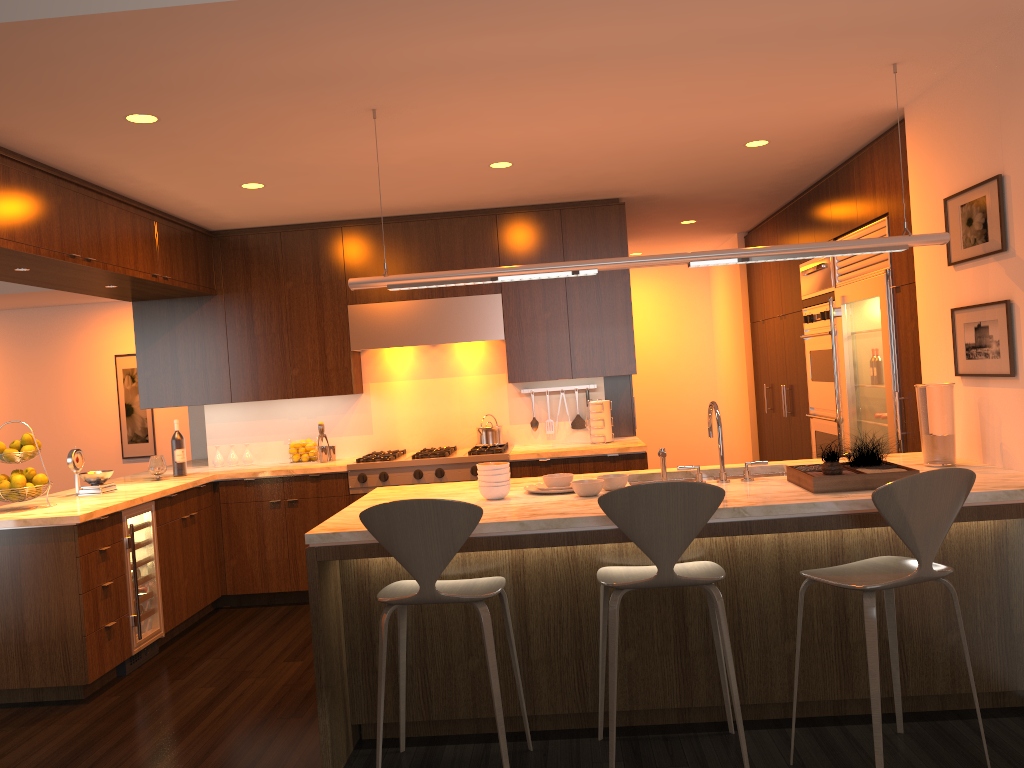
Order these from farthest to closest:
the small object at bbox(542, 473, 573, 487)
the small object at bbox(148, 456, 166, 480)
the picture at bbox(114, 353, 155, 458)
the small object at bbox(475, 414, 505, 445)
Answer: the picture at bbox(114, 353, 155, 458)
the small object at bbox(475, 414, 505, 445)
the small object at bbox(148, 456, 166, 480)
the small object at bbox(542, 473, 573, 487)

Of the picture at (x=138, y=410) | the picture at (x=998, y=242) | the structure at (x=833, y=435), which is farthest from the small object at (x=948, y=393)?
the picture at (x=138, y=410)

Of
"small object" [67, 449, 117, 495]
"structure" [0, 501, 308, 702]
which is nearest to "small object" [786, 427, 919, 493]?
"structure" [0, 501, 308, 702]

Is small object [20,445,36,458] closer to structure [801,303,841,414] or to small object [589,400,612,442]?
small object [589,400,612,442]

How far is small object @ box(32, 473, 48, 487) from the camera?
4.6 meters

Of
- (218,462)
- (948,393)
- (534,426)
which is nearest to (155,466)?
(218,462)

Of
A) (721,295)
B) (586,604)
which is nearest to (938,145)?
(586,604)

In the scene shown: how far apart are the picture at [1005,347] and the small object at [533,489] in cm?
193

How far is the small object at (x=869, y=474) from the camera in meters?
3.3

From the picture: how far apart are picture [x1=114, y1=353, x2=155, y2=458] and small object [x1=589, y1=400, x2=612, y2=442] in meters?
6.2 m
